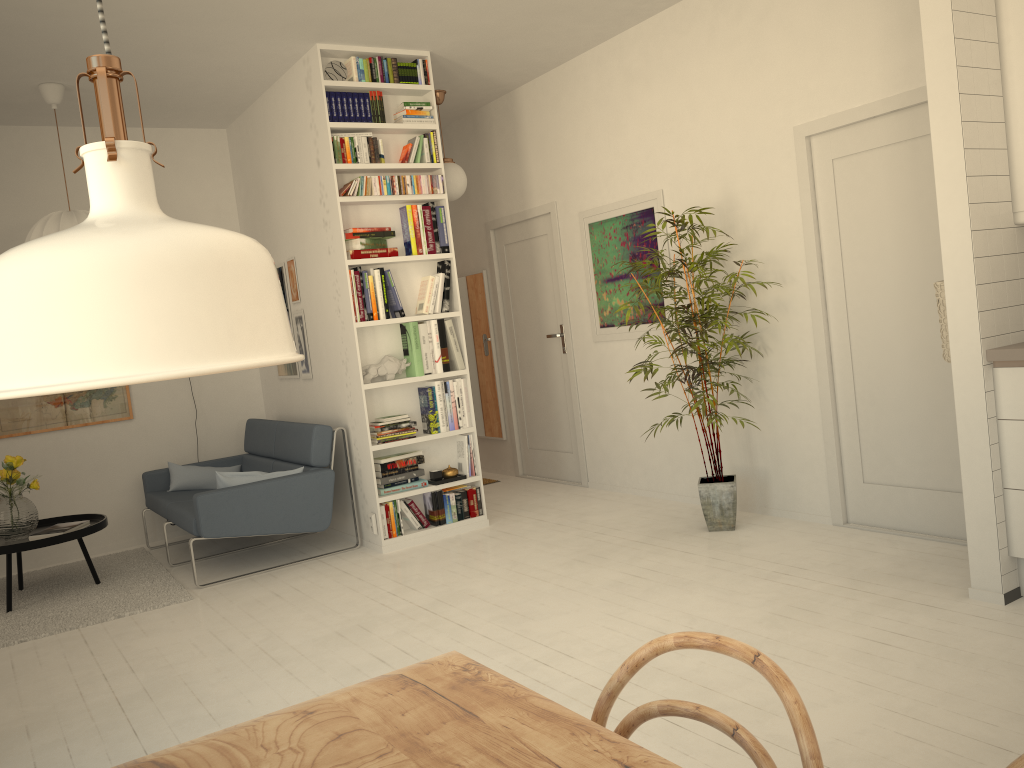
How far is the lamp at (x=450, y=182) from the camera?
6.1m

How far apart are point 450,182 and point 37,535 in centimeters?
337cm

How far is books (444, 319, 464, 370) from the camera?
5.4m

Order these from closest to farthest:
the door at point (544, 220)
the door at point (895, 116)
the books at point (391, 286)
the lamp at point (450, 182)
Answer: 1. the door at point (895, 116)
2. the books at point (391, 286)
3. the lamp at point (450, 182)
4. the door at point (544, 220)

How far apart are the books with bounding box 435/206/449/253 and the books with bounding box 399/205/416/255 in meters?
0.2 m

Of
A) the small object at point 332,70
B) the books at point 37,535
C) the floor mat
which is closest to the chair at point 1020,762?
the floor mat

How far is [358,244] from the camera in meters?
5.1

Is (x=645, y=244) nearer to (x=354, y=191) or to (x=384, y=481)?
(x=354, y=191)

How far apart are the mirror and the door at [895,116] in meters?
3.1

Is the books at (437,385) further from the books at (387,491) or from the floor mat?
the floor mat
